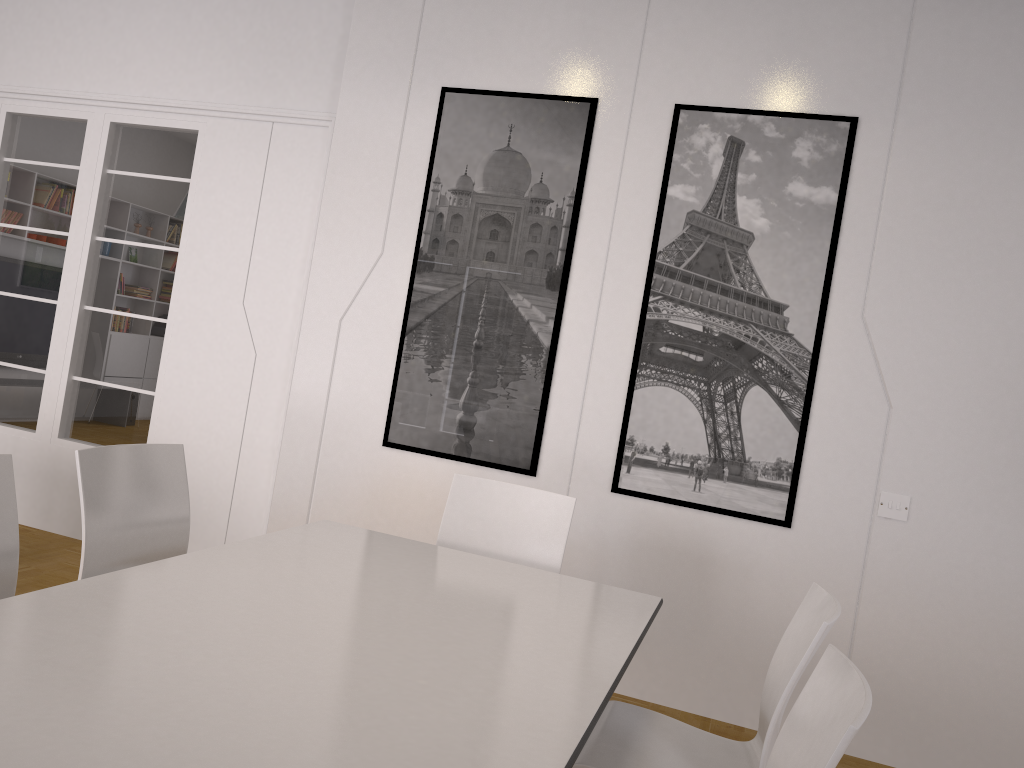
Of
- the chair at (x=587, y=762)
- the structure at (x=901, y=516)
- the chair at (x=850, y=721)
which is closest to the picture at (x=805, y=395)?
the structure at (x=901, y=516)

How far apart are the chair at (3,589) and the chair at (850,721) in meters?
1.9 m

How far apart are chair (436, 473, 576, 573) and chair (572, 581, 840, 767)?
0.7m

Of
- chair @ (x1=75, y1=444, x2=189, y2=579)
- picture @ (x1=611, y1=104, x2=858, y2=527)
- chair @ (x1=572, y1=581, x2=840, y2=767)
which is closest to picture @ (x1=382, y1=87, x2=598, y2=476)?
picture @ (x1=611, y1=104, x2=858, y2=527)

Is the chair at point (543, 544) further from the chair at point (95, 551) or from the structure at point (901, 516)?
the structure at point (901, 516)

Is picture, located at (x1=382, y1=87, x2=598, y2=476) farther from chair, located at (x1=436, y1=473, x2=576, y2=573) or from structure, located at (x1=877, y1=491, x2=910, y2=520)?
structure, located at (x1=877, y1=491, x2=910, y2=520)

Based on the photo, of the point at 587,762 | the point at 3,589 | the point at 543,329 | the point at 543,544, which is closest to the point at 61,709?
the point at 3,589

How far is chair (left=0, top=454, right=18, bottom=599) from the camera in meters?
2.3

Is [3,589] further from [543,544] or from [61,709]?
[543,544]

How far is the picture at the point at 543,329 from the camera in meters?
4.1
